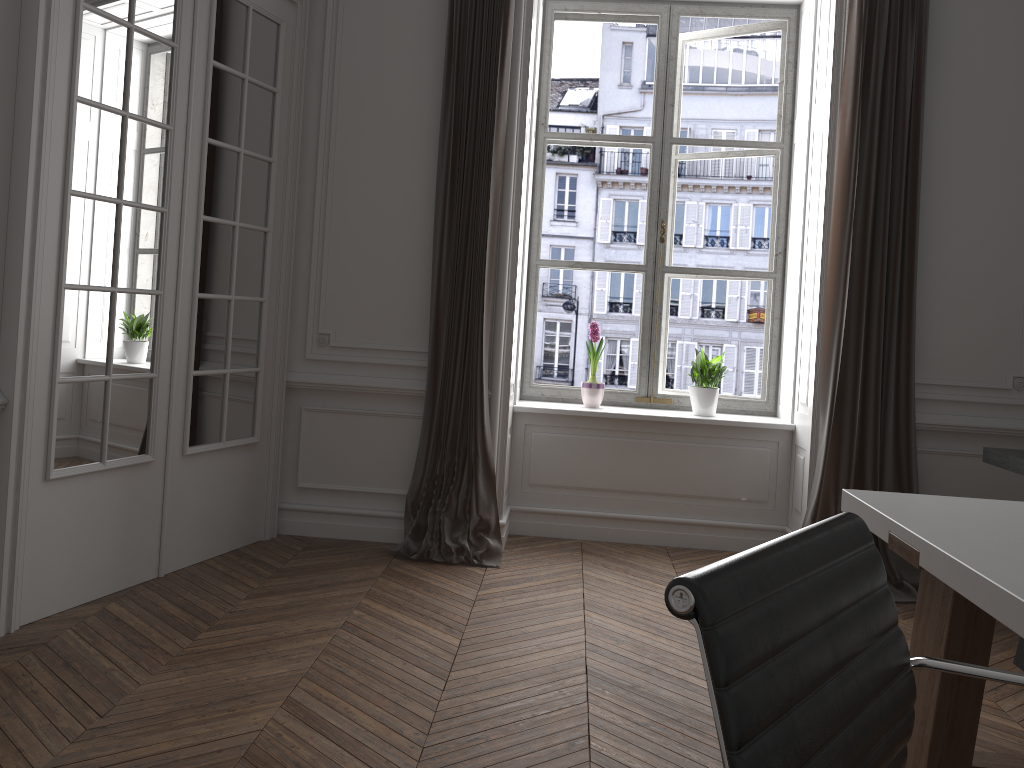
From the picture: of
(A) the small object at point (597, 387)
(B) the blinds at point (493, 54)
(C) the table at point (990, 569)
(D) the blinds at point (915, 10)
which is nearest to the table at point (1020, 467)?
(D) the blinds at point (915, 10)

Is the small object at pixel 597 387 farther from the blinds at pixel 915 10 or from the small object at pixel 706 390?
the blinds at pixel 915 10

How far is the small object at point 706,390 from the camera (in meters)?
4.75

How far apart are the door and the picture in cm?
136

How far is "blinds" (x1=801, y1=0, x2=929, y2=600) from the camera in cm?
409

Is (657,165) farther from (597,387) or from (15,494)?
(15,494)

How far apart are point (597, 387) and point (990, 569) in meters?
3.3 m

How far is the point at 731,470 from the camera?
4.7m

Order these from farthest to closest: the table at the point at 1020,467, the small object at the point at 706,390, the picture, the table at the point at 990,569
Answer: the picture
the small object at the point at 706,390
the table at the point at 1020,467
the table at the point at 990,569

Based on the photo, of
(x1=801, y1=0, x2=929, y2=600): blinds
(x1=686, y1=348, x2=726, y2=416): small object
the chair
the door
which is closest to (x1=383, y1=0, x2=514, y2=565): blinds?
the door
